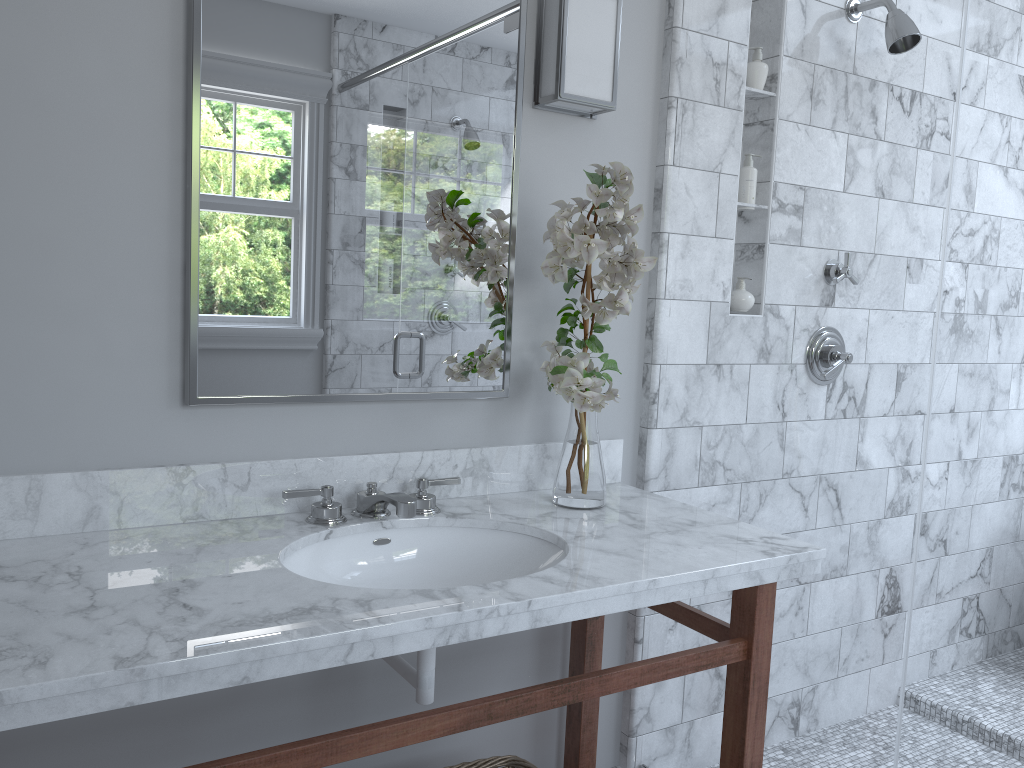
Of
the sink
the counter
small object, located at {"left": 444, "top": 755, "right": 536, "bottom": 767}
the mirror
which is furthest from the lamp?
small object, located at {"left": 444, "top": 755, "right": 536, "bottom": 767}

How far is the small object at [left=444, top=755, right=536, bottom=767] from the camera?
1.85m

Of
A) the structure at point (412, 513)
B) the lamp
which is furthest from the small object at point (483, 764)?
the lamp

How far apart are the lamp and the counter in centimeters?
77cm

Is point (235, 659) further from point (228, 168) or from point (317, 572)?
point (228, 168)

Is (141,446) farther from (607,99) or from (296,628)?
(607,99)

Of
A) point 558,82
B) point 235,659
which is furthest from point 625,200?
point 235,659

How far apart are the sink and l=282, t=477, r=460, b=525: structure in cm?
4

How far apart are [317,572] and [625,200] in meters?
0.9

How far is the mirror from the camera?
1.62m
